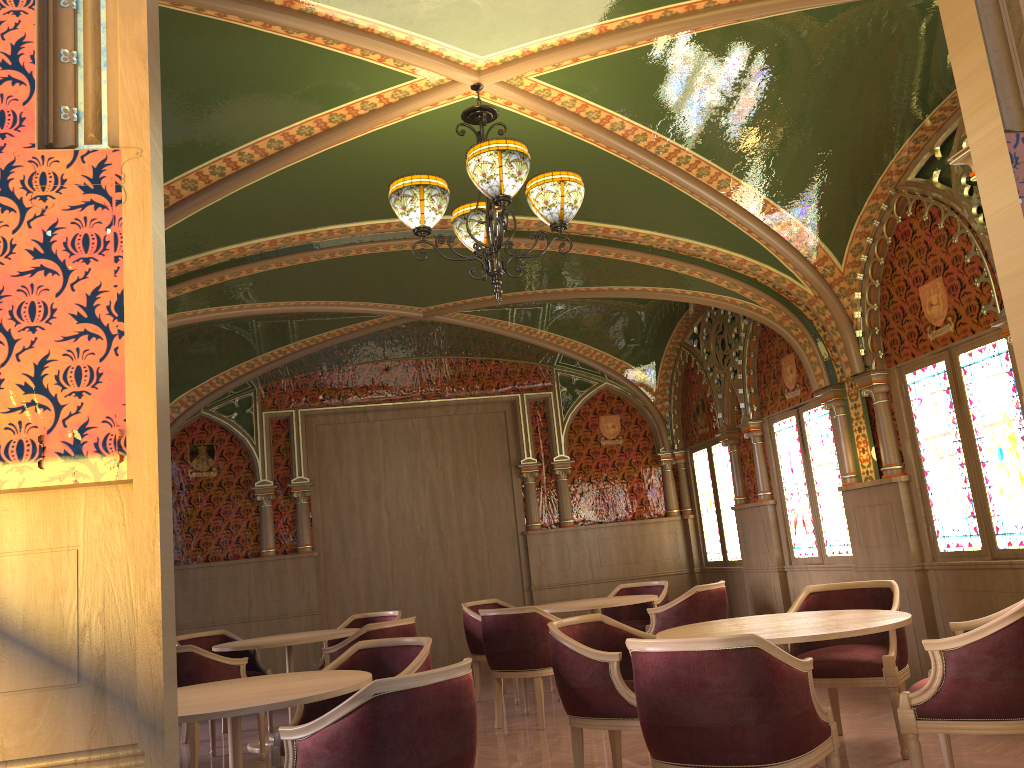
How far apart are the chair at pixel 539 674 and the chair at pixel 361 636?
0.52m

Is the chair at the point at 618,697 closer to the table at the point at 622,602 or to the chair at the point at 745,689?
the chair at the point at 745,689

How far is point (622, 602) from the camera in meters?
7.1

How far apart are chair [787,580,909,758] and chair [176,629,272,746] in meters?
4.4 m

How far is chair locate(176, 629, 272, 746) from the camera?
7.5 meters

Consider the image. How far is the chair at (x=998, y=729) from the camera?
3.4 meters

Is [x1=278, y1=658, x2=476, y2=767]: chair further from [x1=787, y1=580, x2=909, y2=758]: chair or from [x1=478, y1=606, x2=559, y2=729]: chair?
[x1=478, y1=606, x2=559, y2=729]: chair

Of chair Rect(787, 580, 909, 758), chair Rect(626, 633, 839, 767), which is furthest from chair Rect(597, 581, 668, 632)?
chair Rect(626, 633, 839, 767)

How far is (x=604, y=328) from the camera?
9.45m

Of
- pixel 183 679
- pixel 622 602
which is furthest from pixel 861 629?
pixel 183 679
